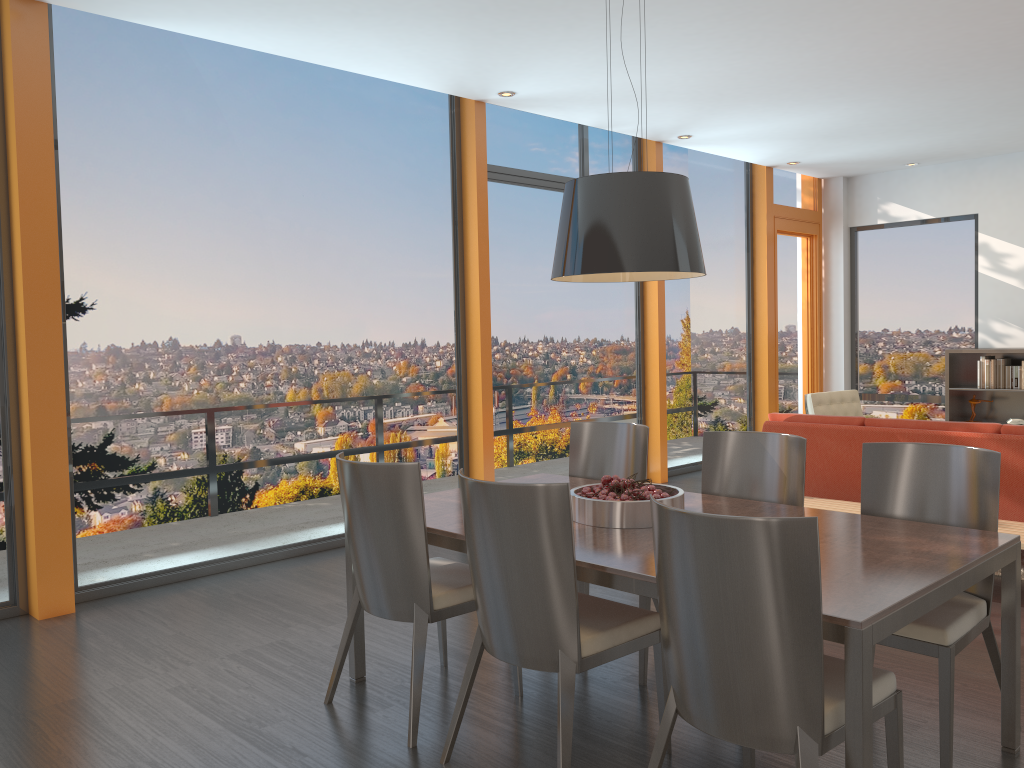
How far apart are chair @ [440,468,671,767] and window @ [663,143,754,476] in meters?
5.7

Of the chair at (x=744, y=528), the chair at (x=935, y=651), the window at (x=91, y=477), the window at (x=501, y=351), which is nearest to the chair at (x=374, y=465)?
the chair at (x=744, y=528)

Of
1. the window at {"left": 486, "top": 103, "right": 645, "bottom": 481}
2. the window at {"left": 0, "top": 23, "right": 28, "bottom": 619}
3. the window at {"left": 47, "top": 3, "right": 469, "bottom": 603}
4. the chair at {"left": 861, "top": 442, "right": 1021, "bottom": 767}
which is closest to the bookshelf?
the window at {"left": 486, "top": 103, "right": 645, "bottom": 481}

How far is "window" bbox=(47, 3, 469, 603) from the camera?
4.9m

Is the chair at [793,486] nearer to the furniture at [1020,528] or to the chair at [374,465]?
the chair at [374,465]

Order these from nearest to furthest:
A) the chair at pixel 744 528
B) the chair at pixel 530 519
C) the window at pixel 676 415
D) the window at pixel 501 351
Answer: the chair at pixel 744 528 < the chair at pixel 530 519 < the window at pixel 501 351 < the window at pixel 676 415

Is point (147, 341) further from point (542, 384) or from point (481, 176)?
point (542, 384)

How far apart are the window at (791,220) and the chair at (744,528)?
7.4m

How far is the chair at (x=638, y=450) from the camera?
4.2m

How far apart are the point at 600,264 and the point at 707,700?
1.5 meters
